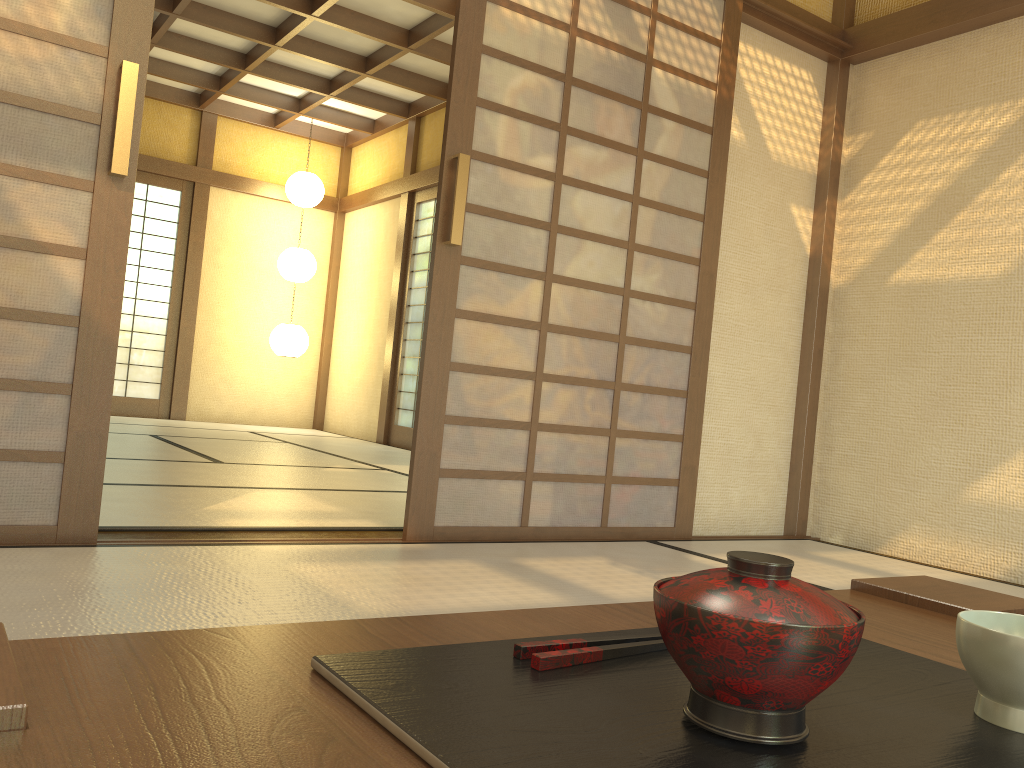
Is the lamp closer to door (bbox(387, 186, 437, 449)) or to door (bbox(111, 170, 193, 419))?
door (bbox(111, 170, 193, 419))

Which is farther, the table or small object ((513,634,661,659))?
small object ((513,634,661,659))

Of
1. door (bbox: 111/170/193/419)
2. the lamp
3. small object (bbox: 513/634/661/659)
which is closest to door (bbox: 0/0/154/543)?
small object (bbox: 513/634/661/659)

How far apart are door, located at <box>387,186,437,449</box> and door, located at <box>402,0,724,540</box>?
4.1 meters

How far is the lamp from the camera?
Result: 8.2m

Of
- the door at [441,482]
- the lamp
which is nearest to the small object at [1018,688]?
the door at [441,482]

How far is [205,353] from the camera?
8.4 meters

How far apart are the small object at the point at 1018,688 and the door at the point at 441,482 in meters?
2.5

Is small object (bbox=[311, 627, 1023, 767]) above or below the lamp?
below

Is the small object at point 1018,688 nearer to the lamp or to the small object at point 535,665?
the small object at point 535,665
